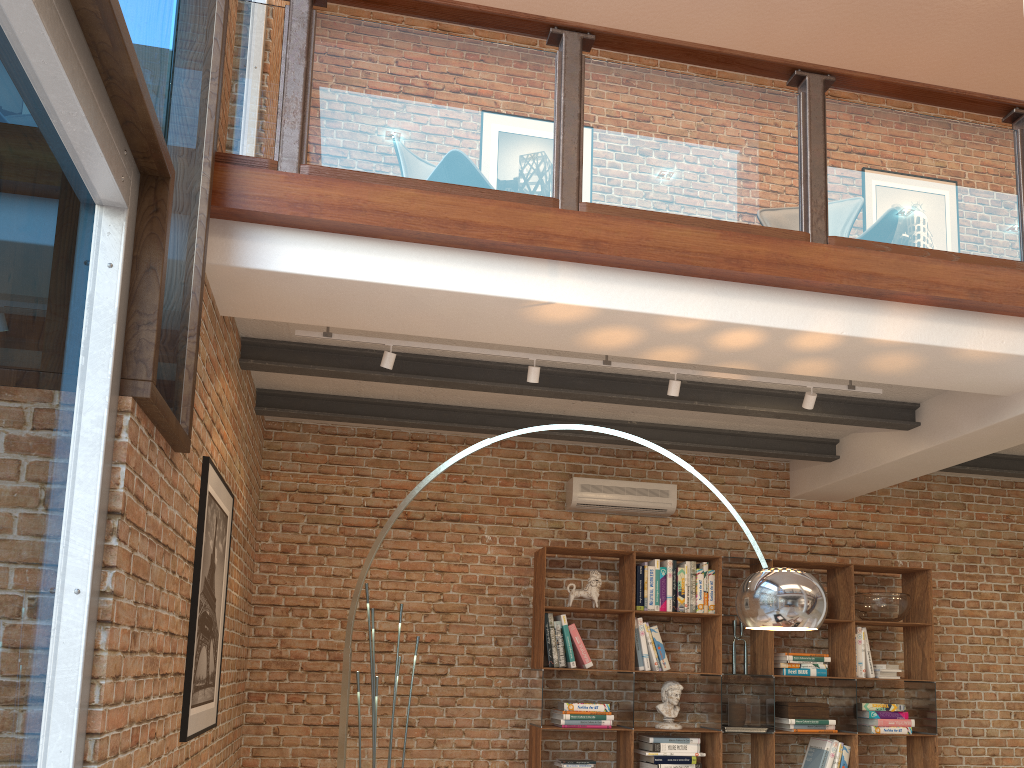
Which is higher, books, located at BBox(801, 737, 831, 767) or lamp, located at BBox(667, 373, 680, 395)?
lamp, located at BBox(667, 373, 680, 395)

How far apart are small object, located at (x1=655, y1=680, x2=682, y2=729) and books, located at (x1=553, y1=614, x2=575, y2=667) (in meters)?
0.70

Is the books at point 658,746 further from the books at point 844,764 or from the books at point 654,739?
the books at point 844,764

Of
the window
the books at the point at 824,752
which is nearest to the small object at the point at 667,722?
the books at the point at 824,752

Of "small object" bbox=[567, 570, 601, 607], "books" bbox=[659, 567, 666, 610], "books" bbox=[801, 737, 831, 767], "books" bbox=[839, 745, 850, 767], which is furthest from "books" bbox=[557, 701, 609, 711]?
"books" bbox=[839, 745, 850, 767]

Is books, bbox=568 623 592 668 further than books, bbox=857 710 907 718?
No

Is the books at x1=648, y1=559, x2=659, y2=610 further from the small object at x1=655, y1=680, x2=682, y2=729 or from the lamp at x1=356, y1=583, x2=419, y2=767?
the lamp at x1=356, y1=583, x2=419, y2=767

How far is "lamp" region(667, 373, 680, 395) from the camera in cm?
455

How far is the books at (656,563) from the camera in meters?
6.2 m

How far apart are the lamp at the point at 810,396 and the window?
3.18m
